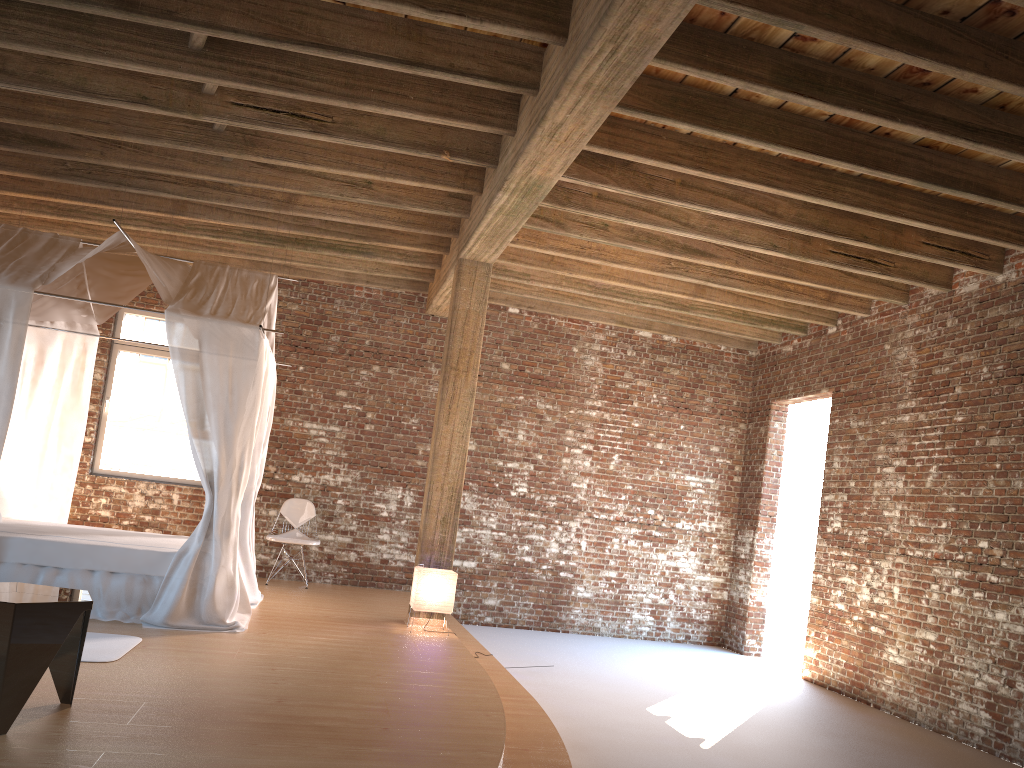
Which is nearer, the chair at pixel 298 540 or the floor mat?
the floor mat

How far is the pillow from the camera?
7.2m

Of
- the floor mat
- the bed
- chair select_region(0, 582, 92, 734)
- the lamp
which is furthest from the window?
chair select_region(0, 582, 92, 734)

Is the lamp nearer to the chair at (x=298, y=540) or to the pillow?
the chair at (x=298, y=540)

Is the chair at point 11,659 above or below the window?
below

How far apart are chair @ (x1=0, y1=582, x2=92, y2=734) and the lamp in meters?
3.3

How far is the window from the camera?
9.4m

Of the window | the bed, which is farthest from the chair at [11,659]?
the window

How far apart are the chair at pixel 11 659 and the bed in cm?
206

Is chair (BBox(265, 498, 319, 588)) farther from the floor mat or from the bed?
the floor mat
